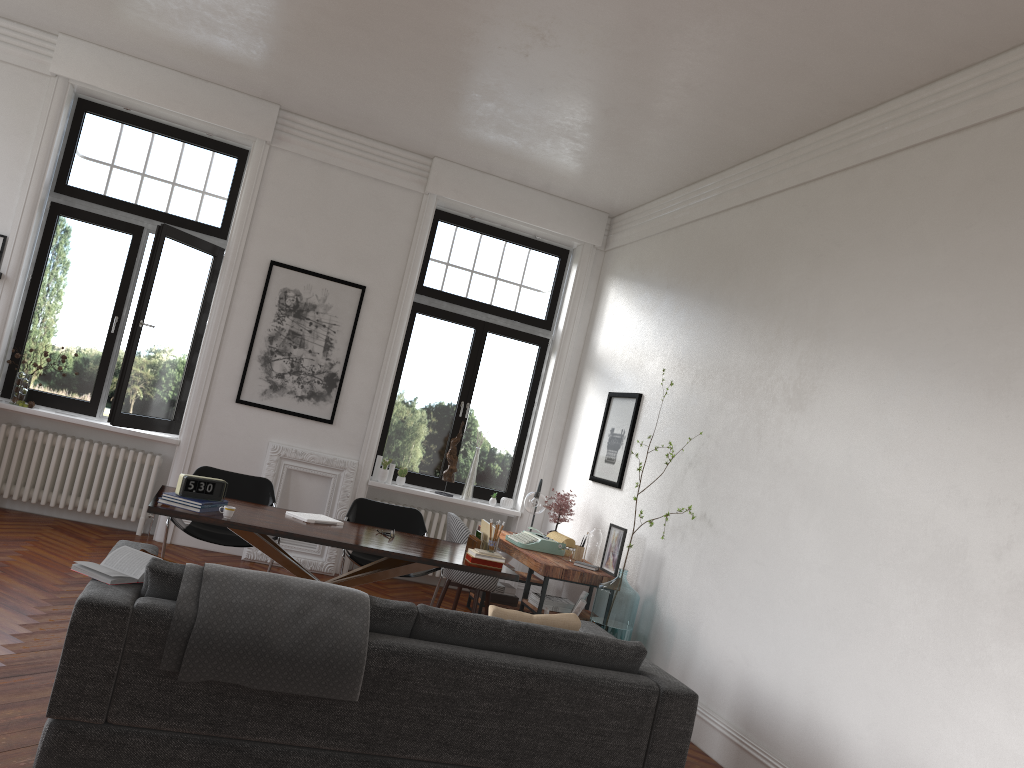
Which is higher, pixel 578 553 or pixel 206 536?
pixel 578 553

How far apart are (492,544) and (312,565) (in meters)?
2.85

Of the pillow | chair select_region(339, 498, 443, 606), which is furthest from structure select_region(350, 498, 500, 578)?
the pillow

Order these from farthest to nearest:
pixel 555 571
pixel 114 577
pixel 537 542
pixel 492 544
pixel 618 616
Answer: pixel 537 542 < pixel 555 571 < pixel 618 616 < pixel 492 544 < pixel 114 577

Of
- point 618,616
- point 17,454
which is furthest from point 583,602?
point 17,454

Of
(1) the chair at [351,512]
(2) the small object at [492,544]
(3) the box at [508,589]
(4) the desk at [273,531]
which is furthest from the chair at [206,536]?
(3) the box at [508,589]

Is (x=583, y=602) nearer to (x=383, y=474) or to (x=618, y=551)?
(x=618, y=551)

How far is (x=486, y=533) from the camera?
6.0 meters

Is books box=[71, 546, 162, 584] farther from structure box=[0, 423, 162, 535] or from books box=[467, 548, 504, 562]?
structure box=[0, 423, 162, 535]

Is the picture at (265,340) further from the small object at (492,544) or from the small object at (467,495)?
the small object at (492,544)
